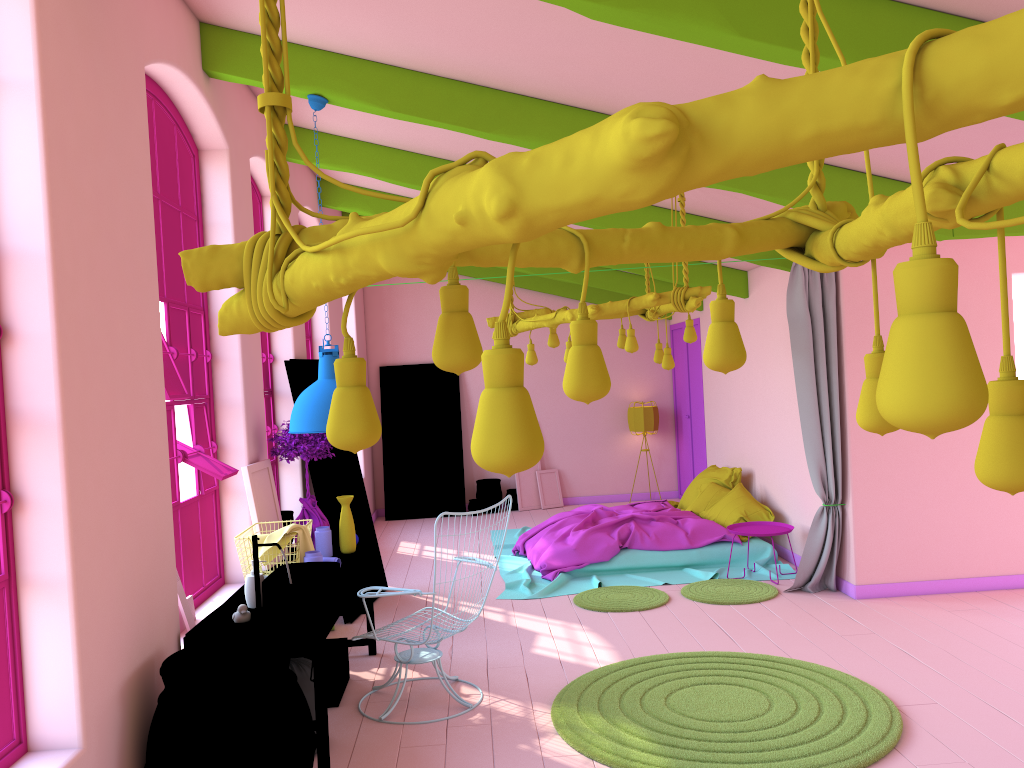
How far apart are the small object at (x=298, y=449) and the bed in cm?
236

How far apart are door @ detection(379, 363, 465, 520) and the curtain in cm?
597

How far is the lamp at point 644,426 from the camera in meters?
12.6

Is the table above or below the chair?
above

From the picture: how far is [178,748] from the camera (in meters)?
3.50

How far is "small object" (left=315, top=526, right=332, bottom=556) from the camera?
5.9m

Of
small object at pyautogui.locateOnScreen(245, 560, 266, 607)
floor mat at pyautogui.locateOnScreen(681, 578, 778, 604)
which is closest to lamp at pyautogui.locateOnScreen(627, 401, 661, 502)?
floor mat at pyautogui.locateOnScreen(681, 578, 778, 604)

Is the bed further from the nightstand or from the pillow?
the nightstand

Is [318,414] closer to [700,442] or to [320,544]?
[320,544]

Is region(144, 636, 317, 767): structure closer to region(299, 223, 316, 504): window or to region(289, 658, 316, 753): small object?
region(289, 658, 316, 753): small object
